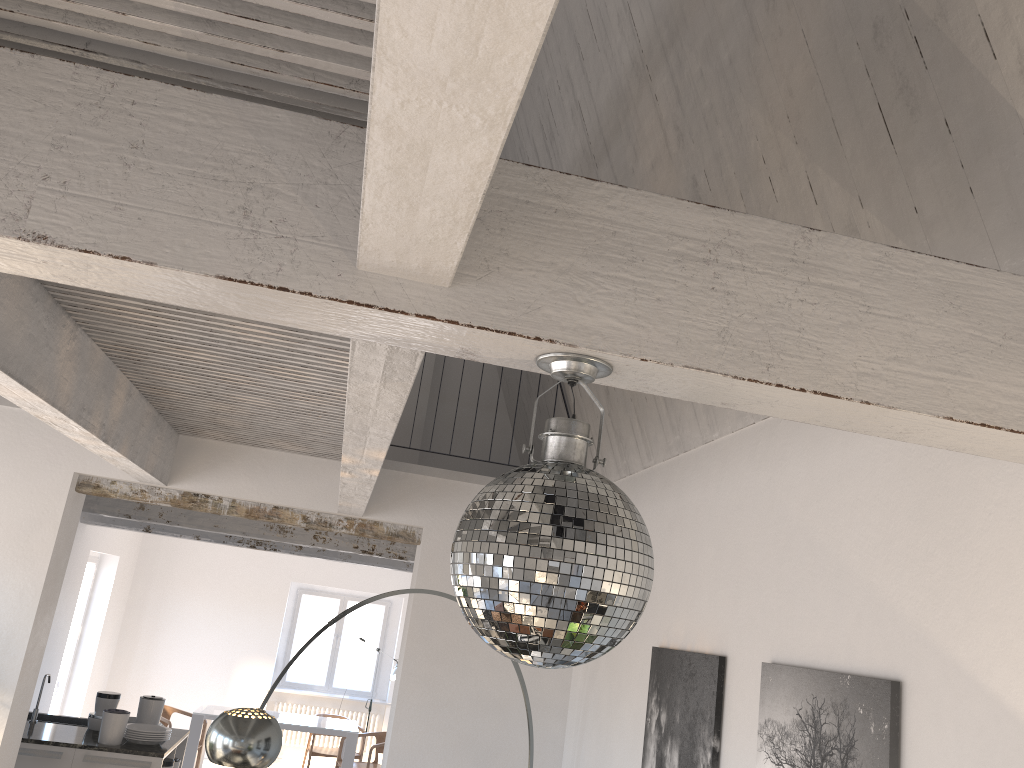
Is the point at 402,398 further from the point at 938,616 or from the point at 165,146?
the point at 938,616

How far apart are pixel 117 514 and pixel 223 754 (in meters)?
4.14

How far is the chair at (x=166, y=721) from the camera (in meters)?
9.49

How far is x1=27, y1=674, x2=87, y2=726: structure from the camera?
6.8m

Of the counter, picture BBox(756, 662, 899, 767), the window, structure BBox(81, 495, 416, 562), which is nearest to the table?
the window

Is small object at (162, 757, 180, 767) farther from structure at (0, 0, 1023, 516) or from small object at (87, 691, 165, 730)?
structure at (0, 0, 1023, 516)

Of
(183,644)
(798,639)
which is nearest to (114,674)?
(183,644)

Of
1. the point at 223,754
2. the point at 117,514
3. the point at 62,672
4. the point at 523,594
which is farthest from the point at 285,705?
the point at 523,594

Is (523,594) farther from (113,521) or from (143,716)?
(113,521)

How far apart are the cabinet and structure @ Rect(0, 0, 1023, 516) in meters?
2.4
